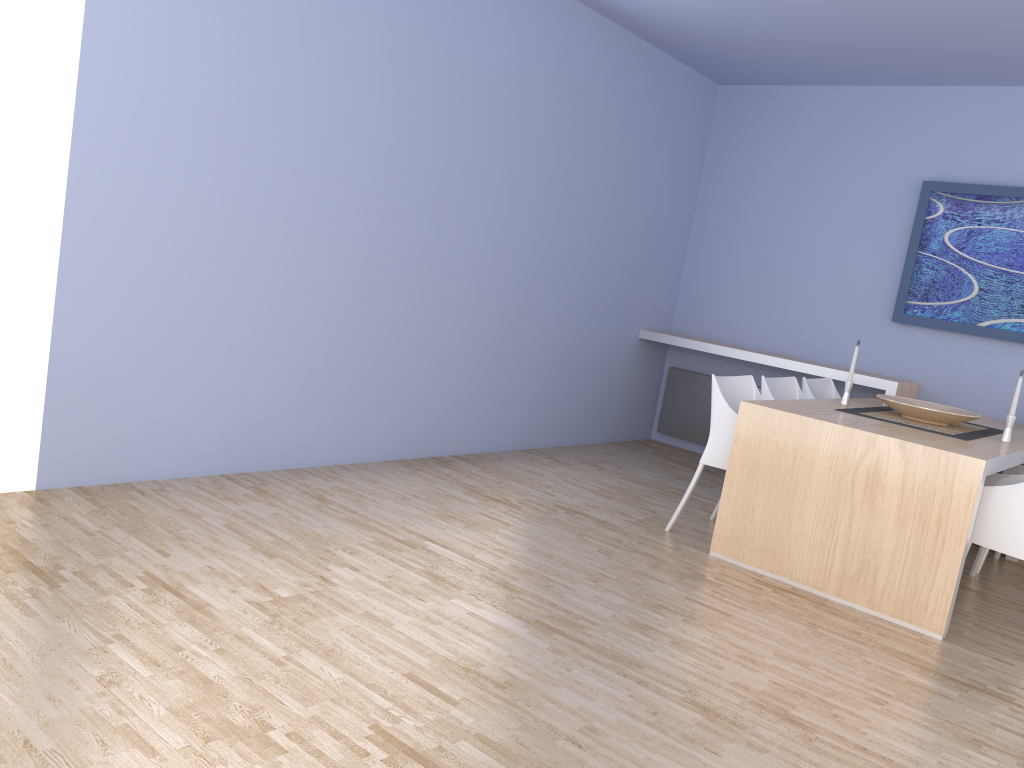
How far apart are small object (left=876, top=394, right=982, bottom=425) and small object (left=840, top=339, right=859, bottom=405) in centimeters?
19cm

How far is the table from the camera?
3.41m

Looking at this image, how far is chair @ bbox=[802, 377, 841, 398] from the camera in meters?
5.1

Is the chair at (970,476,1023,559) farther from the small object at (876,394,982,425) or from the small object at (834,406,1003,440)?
the small object at (876,394,982,425)

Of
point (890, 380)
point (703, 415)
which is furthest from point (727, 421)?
point (703, 415)

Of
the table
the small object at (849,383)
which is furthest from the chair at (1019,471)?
the small object at (849,383)

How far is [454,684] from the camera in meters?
2.4

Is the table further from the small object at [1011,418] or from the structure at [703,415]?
the structure at [703,415]

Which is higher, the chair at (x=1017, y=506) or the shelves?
the shelves

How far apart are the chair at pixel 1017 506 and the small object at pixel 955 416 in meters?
0.4 m
